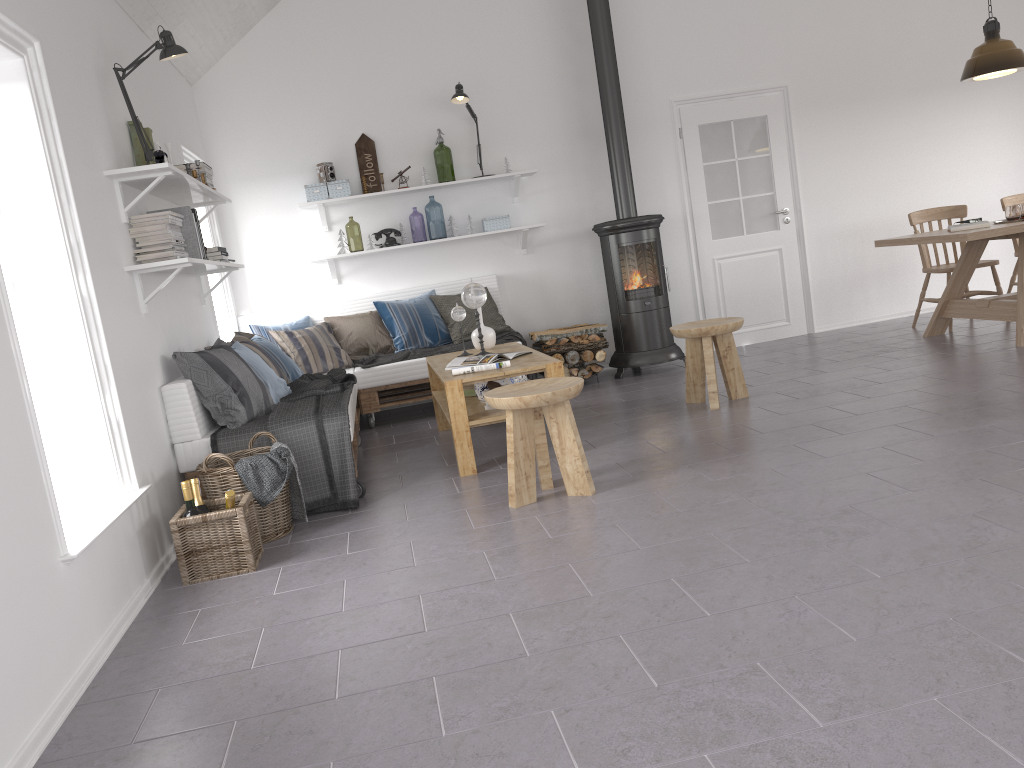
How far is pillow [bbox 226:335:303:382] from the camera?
5.6m

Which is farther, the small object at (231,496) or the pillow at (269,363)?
the pillow at (269,363)

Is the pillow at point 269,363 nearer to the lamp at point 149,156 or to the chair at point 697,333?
the lamp at point 149,156

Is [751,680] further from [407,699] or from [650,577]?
[407,699]

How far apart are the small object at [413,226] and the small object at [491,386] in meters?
9.7 m

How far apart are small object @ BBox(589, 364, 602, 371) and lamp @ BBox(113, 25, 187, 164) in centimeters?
358cm

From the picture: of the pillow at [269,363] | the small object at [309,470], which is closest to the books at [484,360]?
the small object at [309,470]

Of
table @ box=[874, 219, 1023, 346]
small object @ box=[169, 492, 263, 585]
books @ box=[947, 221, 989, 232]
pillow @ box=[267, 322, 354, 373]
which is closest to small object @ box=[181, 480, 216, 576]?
small object @ box=[169, 492, 263, 585]

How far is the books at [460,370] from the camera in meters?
4.5

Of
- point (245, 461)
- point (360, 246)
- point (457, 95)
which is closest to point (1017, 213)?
point (457, 95)
